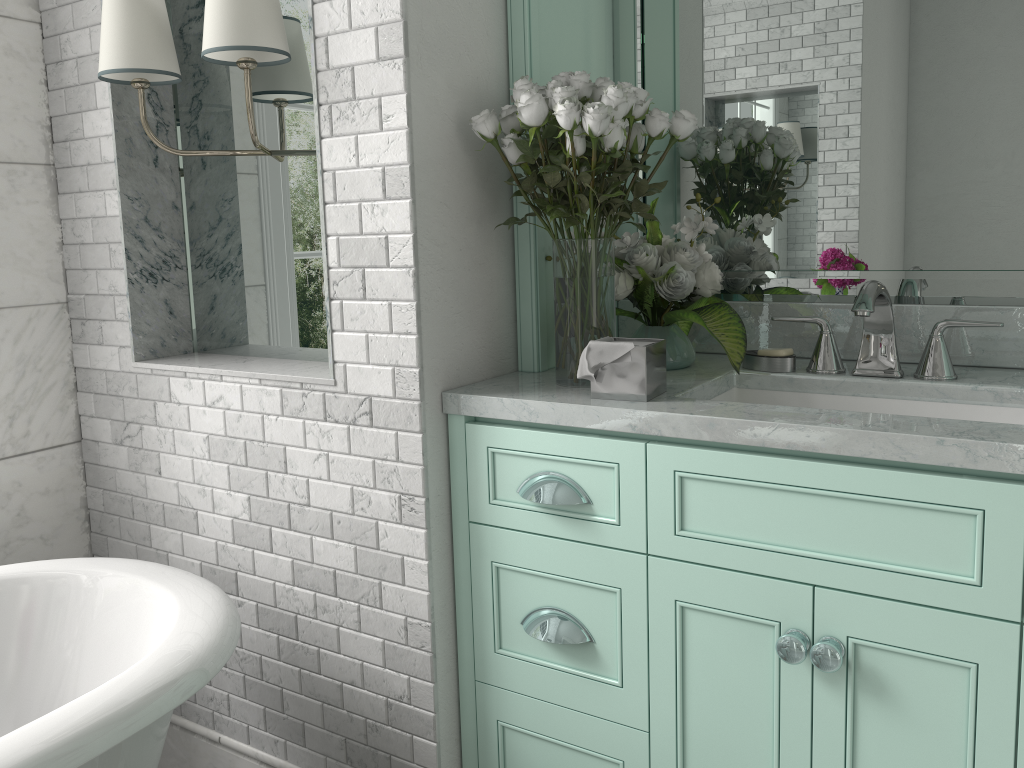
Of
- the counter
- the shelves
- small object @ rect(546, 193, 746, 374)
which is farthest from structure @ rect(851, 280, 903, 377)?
the shelves

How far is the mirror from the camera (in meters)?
1.87

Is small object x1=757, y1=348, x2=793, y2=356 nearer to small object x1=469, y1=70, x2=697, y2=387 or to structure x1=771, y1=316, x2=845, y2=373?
structure x1=771, y1=316, x2=845, y2=373

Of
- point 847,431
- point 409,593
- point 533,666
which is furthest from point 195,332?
point 847,431

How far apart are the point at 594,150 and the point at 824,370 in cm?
70

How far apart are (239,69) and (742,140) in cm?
124

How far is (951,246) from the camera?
1.9 meters

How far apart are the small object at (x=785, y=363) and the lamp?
1.2 meters

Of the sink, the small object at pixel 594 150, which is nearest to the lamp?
the small object at pixel 594 150

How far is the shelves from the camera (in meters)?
1.94
